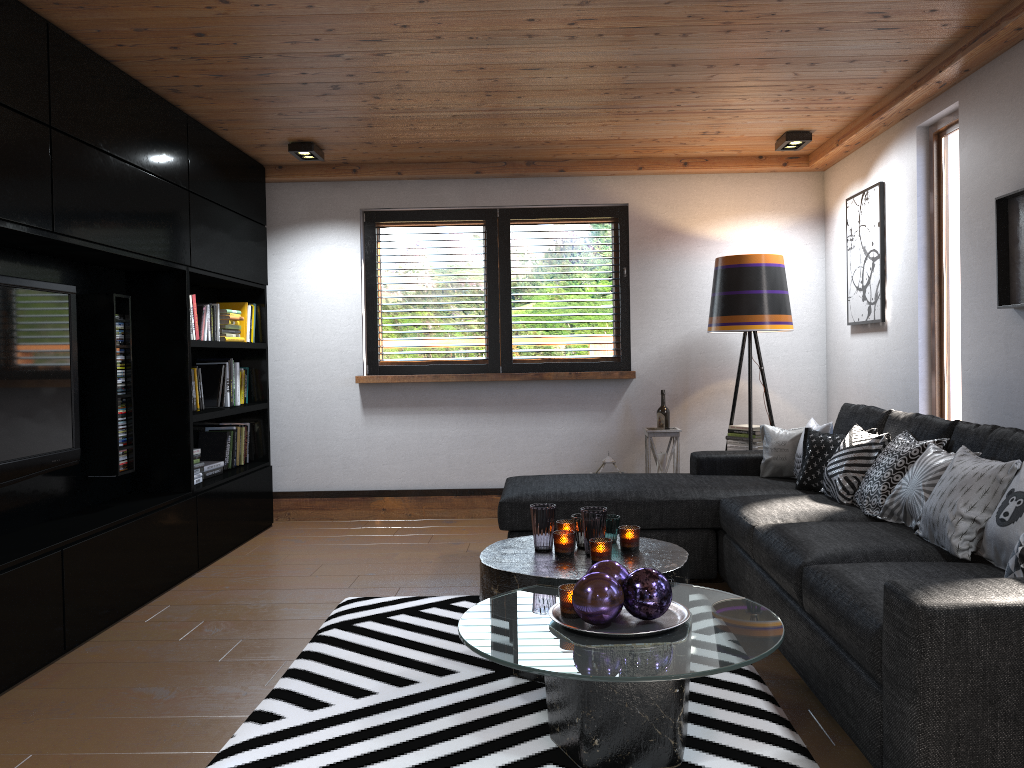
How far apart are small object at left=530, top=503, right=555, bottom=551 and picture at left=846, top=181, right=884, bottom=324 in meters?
2.6 m

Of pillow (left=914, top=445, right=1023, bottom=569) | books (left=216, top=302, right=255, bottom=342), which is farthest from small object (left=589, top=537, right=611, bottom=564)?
books (left=216, top=302, right=255, bottom=342)

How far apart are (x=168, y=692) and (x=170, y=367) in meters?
2.1 m

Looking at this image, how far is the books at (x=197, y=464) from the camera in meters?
4.9 m

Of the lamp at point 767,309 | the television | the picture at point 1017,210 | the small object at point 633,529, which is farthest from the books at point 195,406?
the picture at point 1017,210

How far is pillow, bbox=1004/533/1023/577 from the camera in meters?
2.2 m

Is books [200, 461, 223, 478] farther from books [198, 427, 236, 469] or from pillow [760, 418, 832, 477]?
pillow [760, 418, 832, 477]

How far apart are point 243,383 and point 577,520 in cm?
324

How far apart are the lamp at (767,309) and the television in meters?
3.5

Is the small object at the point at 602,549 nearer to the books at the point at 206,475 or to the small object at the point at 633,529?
the small object at the point at 633,529
